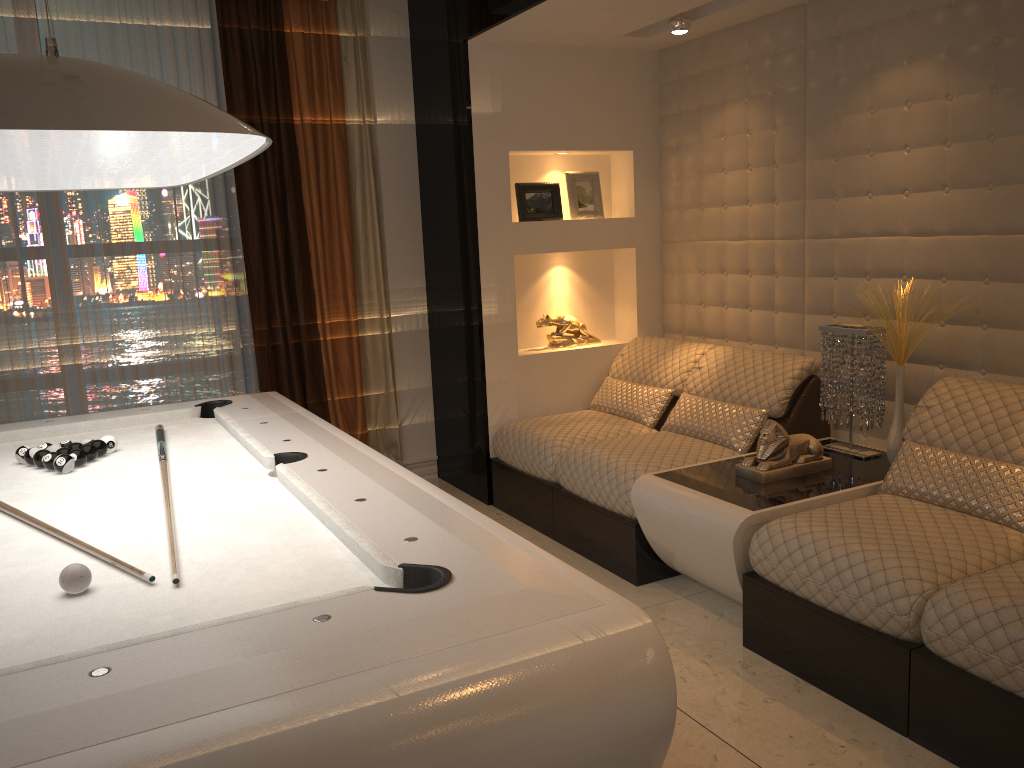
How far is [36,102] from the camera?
1.5 meters

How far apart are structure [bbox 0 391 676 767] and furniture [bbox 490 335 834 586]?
1.2m

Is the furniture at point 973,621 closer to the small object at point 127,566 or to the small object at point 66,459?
the small object at point 127,566

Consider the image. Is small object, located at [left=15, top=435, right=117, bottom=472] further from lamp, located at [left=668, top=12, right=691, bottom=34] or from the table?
lamp, located at [left=668, top=12, right=691, bottom=34]

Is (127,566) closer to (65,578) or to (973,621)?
(65,578)

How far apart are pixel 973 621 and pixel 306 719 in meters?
1.8

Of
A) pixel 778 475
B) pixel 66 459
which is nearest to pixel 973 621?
pixel 778 475

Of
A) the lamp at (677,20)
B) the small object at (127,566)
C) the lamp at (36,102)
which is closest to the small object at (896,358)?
the lamp at (677,20)

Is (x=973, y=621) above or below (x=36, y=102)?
below

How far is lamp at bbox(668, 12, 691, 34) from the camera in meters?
4.0 m
